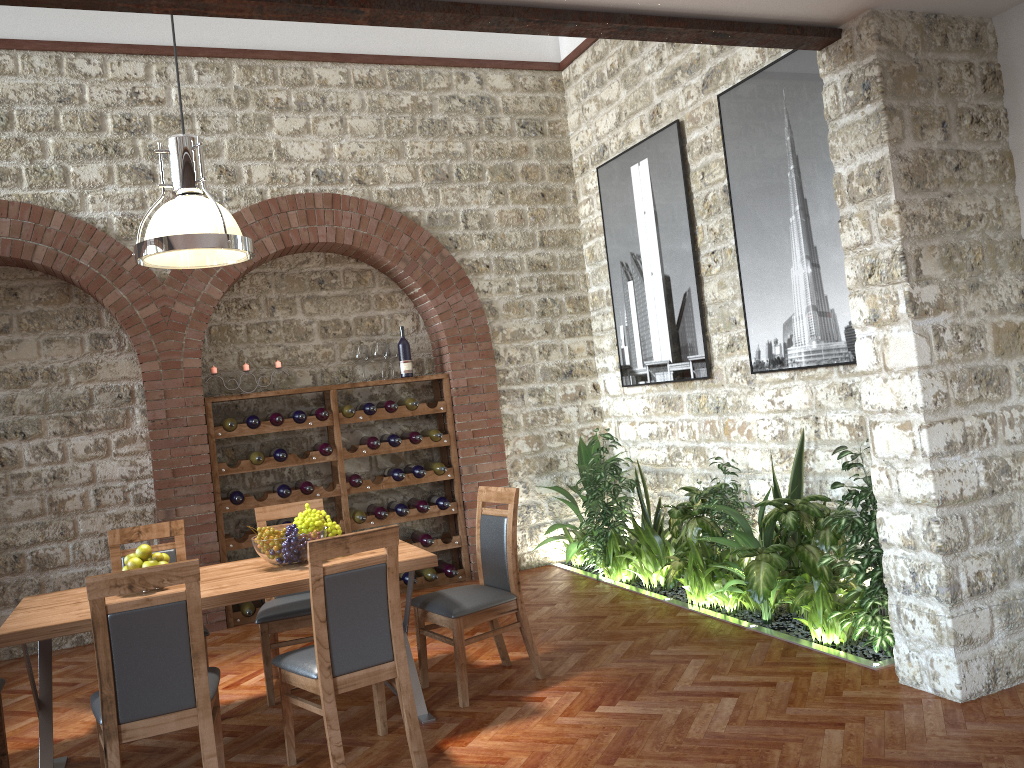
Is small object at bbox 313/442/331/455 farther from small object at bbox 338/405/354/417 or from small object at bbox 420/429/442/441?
small object at bbox 420/429/442/441

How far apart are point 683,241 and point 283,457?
3.36m

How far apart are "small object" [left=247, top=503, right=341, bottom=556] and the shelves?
2.4m

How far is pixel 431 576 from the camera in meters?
7.1 m

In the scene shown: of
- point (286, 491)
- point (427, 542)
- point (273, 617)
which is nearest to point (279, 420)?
point (286, 491)

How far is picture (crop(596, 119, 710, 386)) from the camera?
6.3m

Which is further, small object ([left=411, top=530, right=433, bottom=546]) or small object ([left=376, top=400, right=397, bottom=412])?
small object ([left=411, top=530, right=433, bottom=546])

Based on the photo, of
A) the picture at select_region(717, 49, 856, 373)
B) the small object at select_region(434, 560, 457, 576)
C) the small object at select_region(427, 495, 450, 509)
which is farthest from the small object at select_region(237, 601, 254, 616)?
the picture at select_region(717, 49, 856, 373)

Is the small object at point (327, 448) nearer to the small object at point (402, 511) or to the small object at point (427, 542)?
the small object at point (402, 511)

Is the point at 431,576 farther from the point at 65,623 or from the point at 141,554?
the point at 65,623
